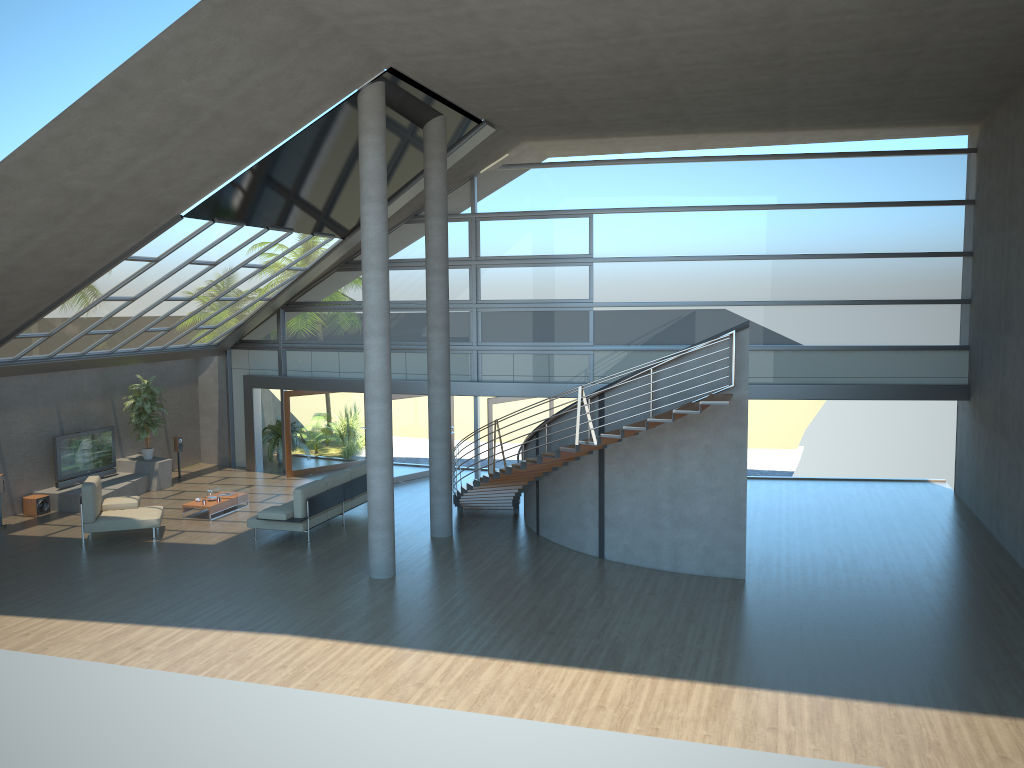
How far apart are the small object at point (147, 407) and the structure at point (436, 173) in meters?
7.5

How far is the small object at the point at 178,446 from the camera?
19.92m

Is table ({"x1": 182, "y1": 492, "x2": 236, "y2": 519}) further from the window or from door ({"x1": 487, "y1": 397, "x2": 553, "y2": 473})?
door ({"x1": 487, "y1": 397, "x2": 553, "y2": 473})

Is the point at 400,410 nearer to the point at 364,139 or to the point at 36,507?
the point at 36,507

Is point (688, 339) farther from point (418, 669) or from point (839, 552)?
point (418, 669)

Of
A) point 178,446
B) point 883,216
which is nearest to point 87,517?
point 178,446

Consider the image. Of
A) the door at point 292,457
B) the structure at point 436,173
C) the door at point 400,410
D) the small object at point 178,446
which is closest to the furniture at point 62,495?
the small object at point 178,446

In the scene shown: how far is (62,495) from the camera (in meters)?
16.99

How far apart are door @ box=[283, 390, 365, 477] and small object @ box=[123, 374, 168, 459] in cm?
273

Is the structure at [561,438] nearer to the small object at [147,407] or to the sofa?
the sofa
